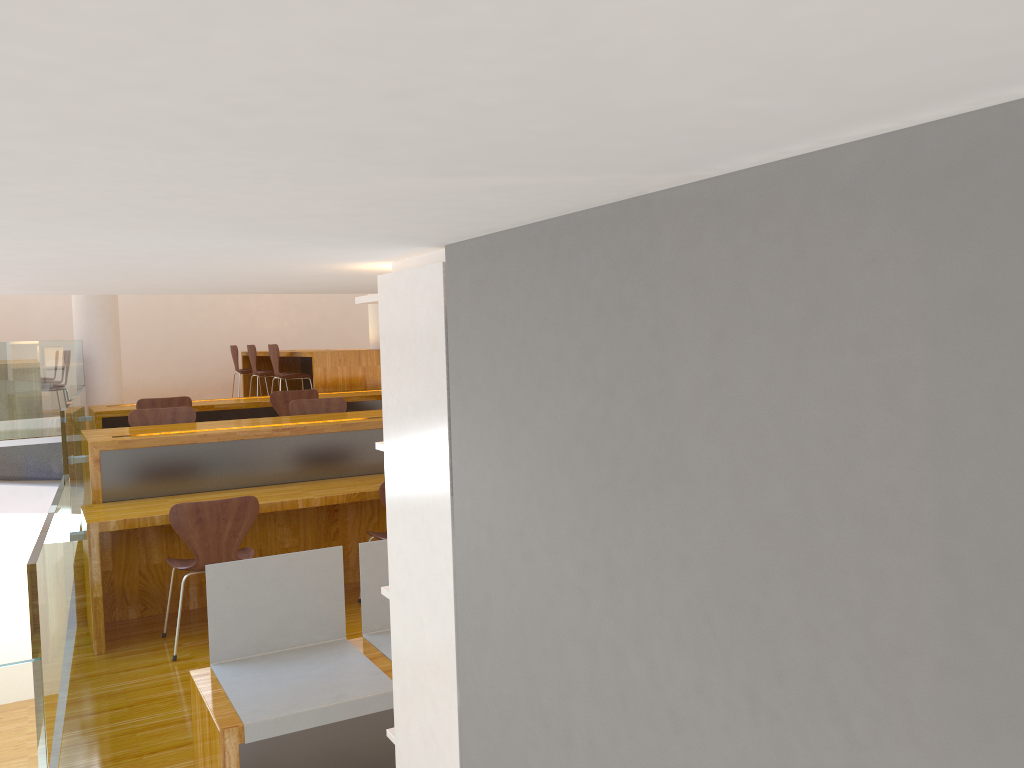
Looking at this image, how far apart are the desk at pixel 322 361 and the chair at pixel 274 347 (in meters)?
0.20

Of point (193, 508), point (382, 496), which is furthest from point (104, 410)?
point (382, 496)

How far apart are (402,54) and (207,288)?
2.25m

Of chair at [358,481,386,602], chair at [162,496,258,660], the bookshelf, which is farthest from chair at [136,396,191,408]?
the bookshelf

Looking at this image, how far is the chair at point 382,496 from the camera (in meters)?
4.36

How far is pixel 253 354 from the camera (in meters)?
9.38

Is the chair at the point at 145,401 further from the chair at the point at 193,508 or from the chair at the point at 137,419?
the chair at the point at 193,508

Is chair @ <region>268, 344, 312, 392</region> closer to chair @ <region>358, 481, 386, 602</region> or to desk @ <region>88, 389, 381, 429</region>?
desk @ <region>88, 389, 381, 429</region>

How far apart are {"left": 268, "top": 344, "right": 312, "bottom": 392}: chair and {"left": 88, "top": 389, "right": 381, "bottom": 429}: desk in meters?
0.7 m

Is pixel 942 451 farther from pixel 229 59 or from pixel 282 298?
pixel 282 298
